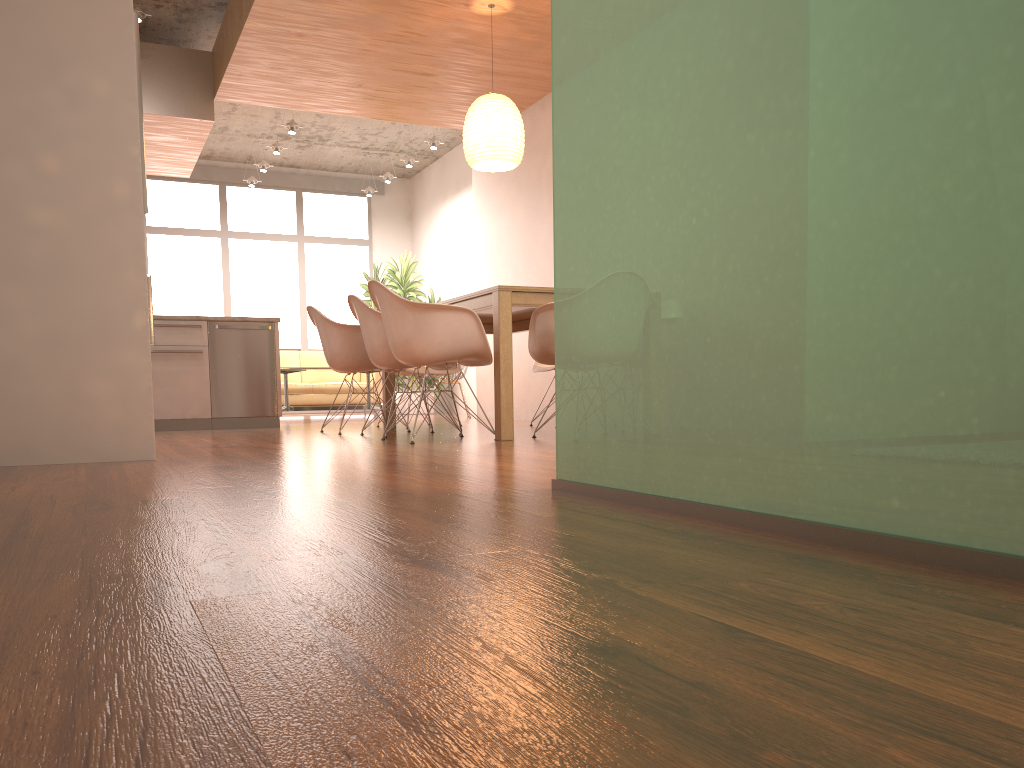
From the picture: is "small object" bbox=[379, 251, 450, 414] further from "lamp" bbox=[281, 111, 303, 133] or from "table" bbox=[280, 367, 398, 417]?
"lamp" bbox=[281, 111, 303, 133]

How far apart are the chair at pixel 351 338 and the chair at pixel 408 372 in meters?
0.7 m

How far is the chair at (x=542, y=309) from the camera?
4.76m

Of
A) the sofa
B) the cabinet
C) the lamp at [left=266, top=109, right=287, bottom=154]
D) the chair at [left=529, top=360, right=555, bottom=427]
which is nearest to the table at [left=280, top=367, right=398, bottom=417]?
the sofa

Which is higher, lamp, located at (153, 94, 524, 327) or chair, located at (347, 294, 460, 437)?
lamp, located at (153, 94, 524, 327)

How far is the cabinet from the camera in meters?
3.4

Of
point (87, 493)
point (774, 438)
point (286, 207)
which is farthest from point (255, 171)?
point (774, 438)

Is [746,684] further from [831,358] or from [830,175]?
[830,175]

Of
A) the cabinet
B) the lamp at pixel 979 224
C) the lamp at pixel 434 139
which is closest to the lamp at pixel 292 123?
the lamp at pixel 434 139

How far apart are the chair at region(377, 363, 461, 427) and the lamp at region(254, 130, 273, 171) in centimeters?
476cm
